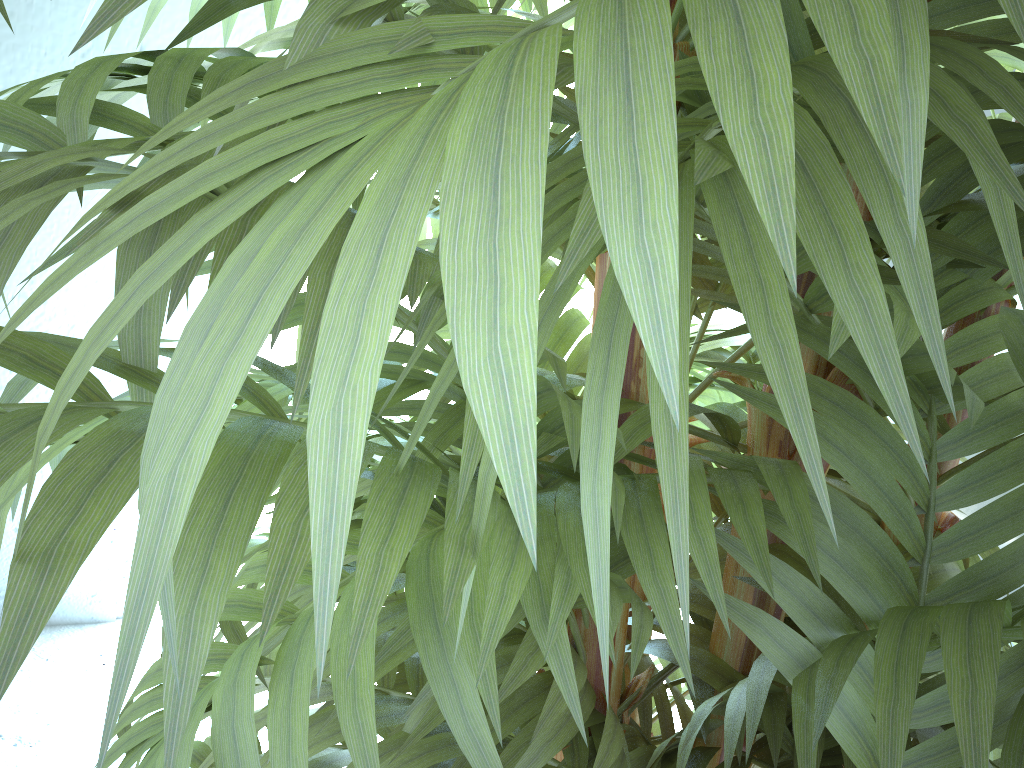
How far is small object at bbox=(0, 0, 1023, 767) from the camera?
0.13m

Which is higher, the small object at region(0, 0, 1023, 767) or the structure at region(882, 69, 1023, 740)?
the small object at region(0, 0, 1023, 767)

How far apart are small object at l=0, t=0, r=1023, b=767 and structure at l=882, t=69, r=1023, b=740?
0.96m

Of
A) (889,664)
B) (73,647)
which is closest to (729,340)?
(889,664)

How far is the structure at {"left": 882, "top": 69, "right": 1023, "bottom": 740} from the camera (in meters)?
1.53

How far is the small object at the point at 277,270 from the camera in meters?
0.1 m

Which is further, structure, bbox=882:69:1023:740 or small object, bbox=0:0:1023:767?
structure, bbox=882:69:1023:740

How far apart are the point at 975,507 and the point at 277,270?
1.6m

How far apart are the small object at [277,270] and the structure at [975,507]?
1.0m

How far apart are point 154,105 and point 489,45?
0.2 meters
